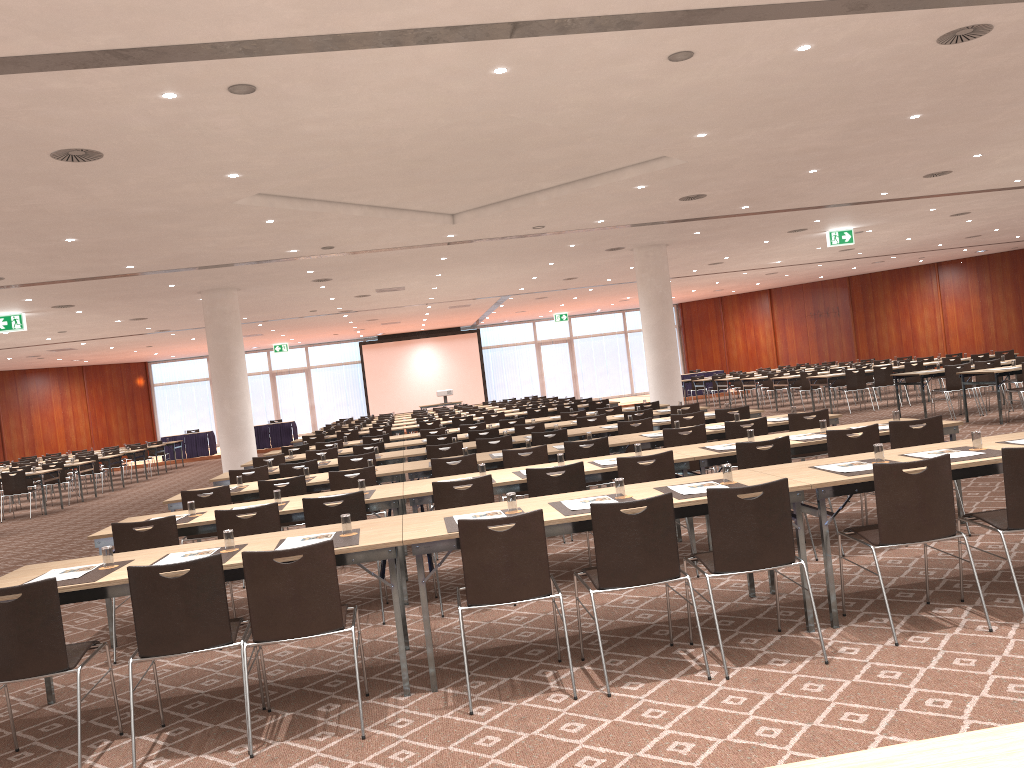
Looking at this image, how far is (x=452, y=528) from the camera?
4.8 meters

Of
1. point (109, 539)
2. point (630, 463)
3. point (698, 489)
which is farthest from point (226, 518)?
point (698, 489)

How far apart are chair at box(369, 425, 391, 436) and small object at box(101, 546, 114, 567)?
12.8 meters

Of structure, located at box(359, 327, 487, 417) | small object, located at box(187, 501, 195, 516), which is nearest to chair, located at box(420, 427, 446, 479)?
small object, located at box(187, 501, 195, 516)

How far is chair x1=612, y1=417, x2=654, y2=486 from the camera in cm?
1062

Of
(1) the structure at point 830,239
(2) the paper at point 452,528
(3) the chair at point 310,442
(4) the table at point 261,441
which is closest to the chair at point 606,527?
(2) the paper at point 452,528

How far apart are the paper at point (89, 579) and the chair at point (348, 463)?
5.44m

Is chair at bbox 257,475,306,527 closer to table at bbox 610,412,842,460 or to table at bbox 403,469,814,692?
table at bbox 403,469,814,692

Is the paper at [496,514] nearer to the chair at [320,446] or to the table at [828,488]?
the table at [828,488]

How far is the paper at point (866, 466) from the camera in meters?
5.3
